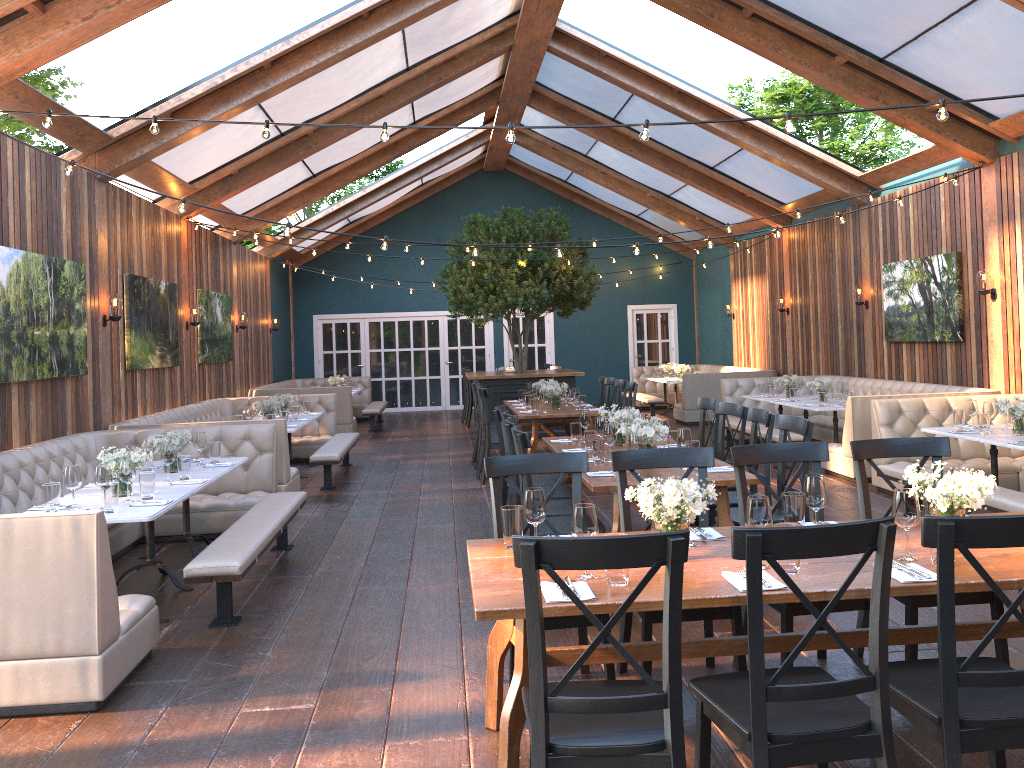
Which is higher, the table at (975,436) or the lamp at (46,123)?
the lamp at (46,123)

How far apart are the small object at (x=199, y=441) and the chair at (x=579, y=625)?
3.5 meters

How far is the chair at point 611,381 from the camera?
11.04m

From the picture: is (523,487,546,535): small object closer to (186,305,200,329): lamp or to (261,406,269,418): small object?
(261,406,269,418): small object

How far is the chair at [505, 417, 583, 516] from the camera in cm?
557

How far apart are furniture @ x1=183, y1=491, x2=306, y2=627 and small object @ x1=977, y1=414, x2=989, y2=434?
5.34m

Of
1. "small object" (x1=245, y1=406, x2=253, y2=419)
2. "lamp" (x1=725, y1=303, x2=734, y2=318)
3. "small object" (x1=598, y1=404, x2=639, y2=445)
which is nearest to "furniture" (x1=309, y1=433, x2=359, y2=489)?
"small object" (x1=245, y1=406, x2=253, y2=419)

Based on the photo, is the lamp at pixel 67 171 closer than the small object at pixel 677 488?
No

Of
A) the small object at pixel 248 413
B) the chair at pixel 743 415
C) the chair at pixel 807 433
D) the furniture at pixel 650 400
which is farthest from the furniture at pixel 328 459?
the furniture at pixel 650 400

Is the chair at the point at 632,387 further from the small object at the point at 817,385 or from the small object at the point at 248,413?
the small object at the point at 248,413
